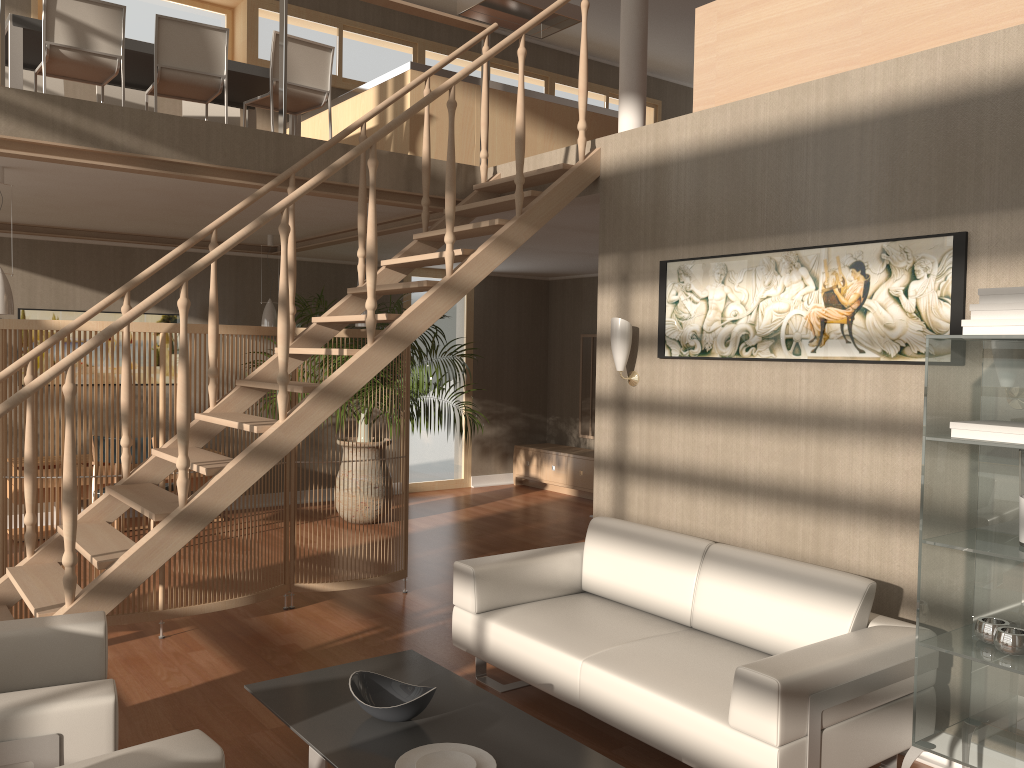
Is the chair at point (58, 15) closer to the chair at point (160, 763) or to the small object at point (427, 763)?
the chair at point (160, 763)

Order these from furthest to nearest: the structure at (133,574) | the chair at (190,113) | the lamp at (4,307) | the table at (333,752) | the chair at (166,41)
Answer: the chair at (190,113) → the chair at (166,41) → the lamp at (4,307) → the structure at (133,574) → the table at (333,752)

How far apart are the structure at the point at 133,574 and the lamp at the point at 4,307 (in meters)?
0.92

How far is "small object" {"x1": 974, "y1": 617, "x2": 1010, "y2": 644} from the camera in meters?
2.7 m

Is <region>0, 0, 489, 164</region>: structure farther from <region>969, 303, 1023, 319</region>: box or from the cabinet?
the cabinet

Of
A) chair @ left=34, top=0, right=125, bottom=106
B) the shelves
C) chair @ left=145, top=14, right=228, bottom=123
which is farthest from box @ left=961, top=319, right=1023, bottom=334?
chair @ left=34, top=0, right=125, bottom=106

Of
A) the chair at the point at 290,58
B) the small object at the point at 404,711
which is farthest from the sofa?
the chair at the point at 290,58

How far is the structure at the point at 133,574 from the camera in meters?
3.5 m

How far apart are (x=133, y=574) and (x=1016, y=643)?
3.1m

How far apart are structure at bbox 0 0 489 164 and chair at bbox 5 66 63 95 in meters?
2.5 m
